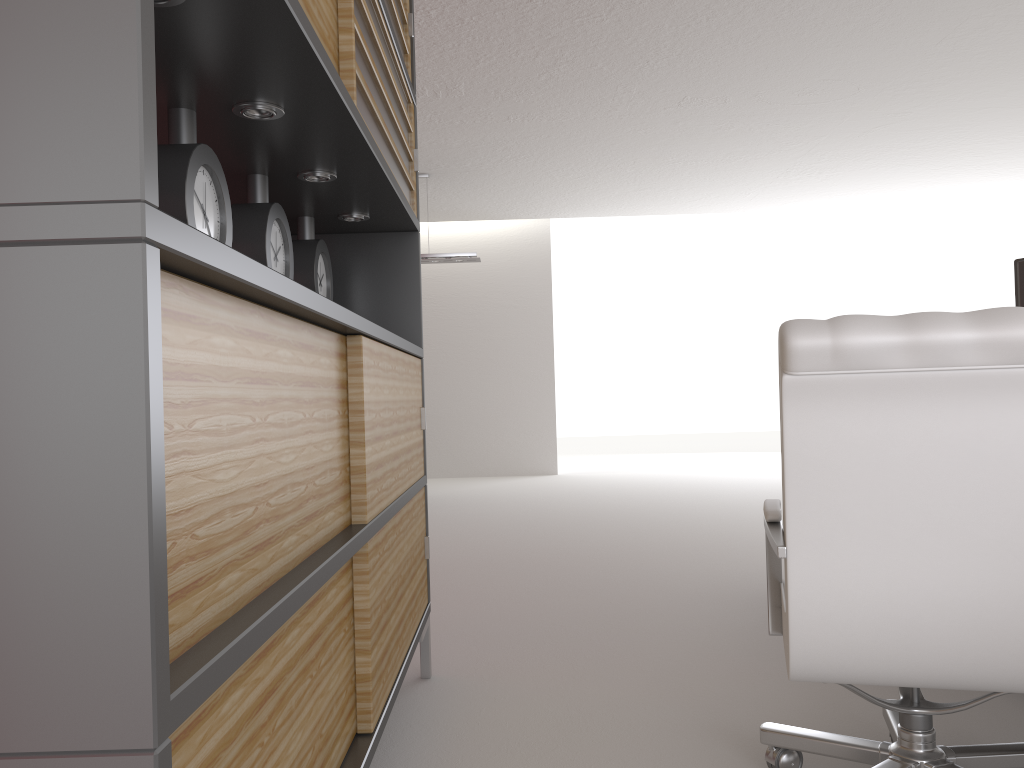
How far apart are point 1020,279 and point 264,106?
3.4 meters

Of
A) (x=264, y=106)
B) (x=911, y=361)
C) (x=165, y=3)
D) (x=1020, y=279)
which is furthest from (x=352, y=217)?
(x=1020, y=279)

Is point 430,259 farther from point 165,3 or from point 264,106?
point 165,3

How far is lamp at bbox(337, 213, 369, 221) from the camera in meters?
4.1

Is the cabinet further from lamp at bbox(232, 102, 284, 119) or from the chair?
the chair

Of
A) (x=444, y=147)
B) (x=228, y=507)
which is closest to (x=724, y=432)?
(x=444, y=147)

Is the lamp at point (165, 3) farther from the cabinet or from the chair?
the chair

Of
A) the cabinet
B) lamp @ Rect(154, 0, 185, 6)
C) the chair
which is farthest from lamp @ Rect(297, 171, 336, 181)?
the chair

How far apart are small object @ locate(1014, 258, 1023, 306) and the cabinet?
2.8m

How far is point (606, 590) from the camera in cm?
646
